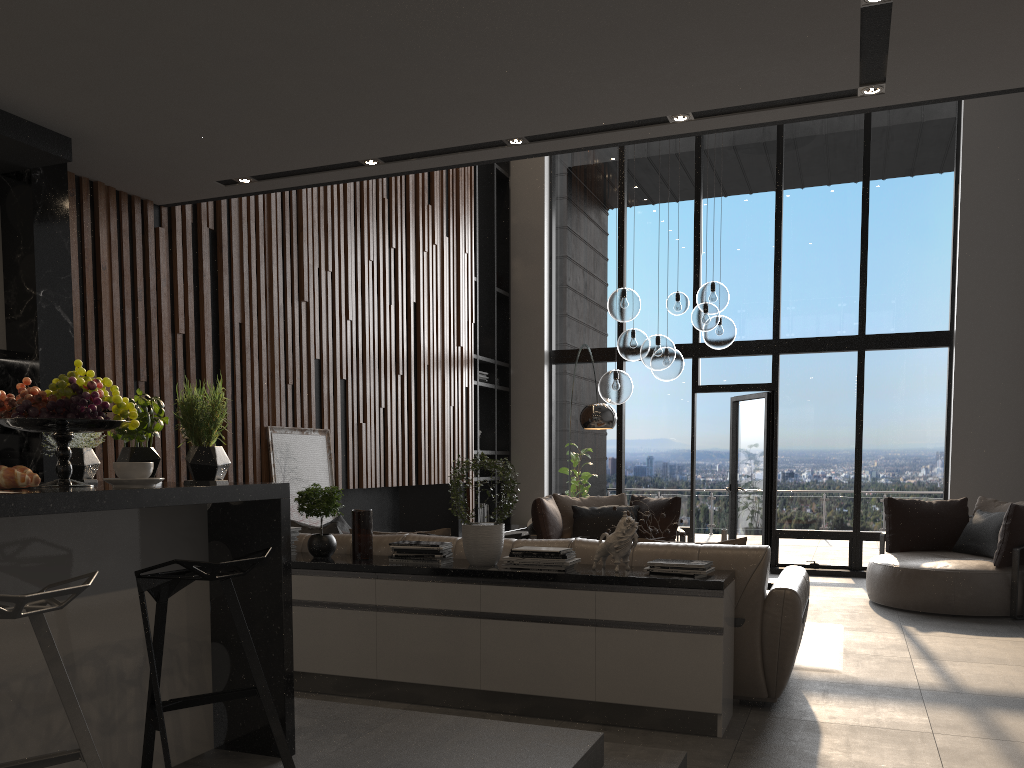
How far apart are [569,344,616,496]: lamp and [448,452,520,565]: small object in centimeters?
310cm

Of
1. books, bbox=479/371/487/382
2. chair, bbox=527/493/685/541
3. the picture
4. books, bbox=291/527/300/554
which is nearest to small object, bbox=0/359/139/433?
books, bbox=291/527/300/554

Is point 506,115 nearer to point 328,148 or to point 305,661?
point 328,148

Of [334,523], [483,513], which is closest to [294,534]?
[334,523]

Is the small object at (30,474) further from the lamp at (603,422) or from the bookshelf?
the bookshelf

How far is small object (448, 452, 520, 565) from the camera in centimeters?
424cm

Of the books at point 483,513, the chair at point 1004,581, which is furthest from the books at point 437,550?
the books at point 483,513

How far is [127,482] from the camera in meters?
2.3

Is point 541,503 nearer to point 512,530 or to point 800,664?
point 512,530

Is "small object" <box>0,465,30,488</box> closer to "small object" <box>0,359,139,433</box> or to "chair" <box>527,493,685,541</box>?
"small object" <box>0,359,139,433</box>
